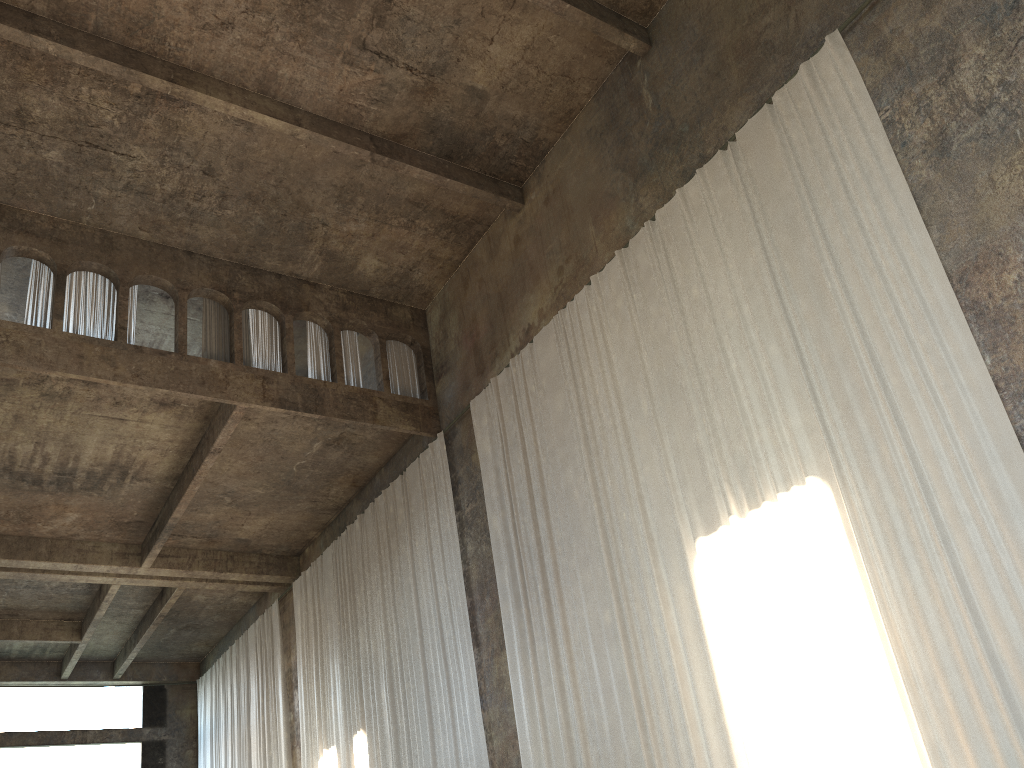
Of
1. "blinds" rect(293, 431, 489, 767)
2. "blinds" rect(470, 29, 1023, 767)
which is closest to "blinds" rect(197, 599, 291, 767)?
"blinds" rect(293, 431, 489, 767)

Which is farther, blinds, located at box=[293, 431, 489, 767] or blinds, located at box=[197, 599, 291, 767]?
blinds, located at box=[197, 599, 291, 767]

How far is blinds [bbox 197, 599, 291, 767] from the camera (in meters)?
20.44

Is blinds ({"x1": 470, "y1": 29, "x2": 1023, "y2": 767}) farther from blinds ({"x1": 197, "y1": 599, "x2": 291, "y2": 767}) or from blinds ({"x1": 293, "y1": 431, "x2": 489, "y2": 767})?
blinds ({"x1": 197, "y1": 599, "x2": 291, "y2": 767})

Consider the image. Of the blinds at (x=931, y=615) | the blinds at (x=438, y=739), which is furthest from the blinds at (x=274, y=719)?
the blinds at (x=931, y=615)

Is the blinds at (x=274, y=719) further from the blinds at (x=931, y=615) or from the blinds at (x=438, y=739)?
the blinds at (x=931, y=615)

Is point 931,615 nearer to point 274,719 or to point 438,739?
point 438,739

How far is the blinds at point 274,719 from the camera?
20.44m

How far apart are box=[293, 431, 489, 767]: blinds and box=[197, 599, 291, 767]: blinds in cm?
119

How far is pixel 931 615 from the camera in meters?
7.3 m
